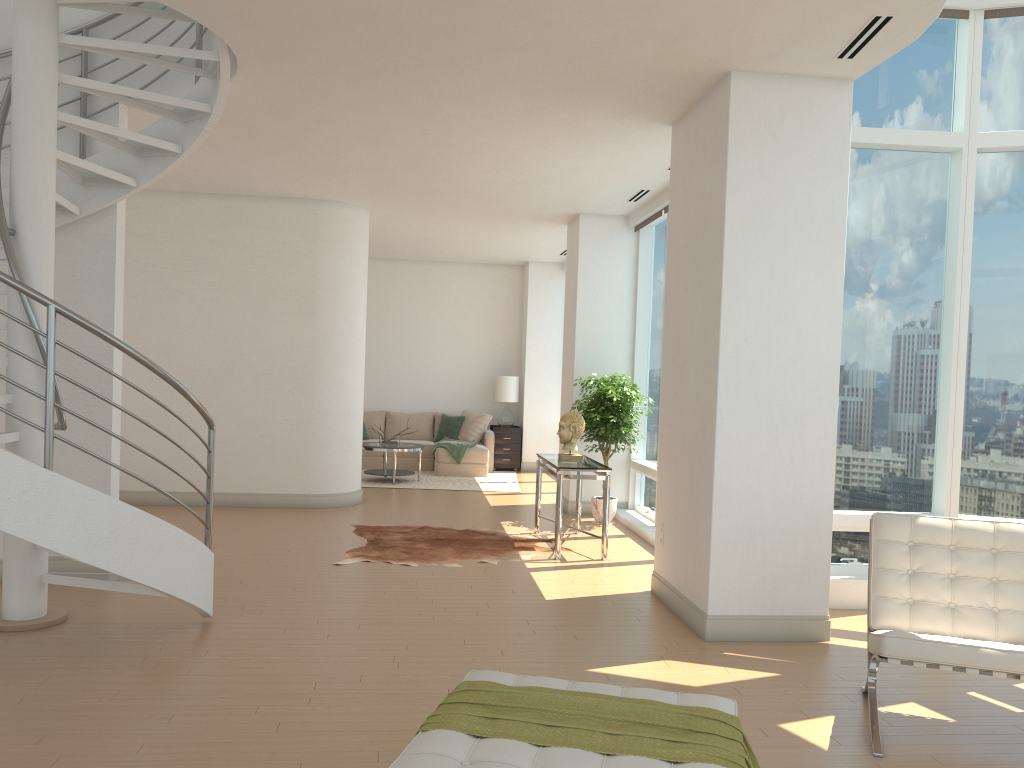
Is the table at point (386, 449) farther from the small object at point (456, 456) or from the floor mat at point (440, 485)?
the small object at point (456, 456)

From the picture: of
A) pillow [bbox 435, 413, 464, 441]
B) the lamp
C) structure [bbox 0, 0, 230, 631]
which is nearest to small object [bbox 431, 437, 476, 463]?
pillow [bbox 435, 413, 464, 441]

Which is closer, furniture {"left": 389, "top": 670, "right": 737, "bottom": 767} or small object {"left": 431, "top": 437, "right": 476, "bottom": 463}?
furniture {"left": 389, "top": 670, "right": 737, "bottom": 767}

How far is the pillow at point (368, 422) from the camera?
14.29m

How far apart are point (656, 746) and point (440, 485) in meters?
9.6 m

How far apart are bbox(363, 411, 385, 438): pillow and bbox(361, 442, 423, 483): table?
1.9 meters

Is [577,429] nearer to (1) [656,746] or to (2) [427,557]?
(2) [427,557]

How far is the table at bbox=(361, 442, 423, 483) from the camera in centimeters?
1193cm

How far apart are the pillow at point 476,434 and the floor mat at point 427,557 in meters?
5.2

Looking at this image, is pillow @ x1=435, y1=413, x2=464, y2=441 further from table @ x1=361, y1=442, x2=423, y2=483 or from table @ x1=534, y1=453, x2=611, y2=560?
table @ x1=534, y1=453, x2=611, y2=560
